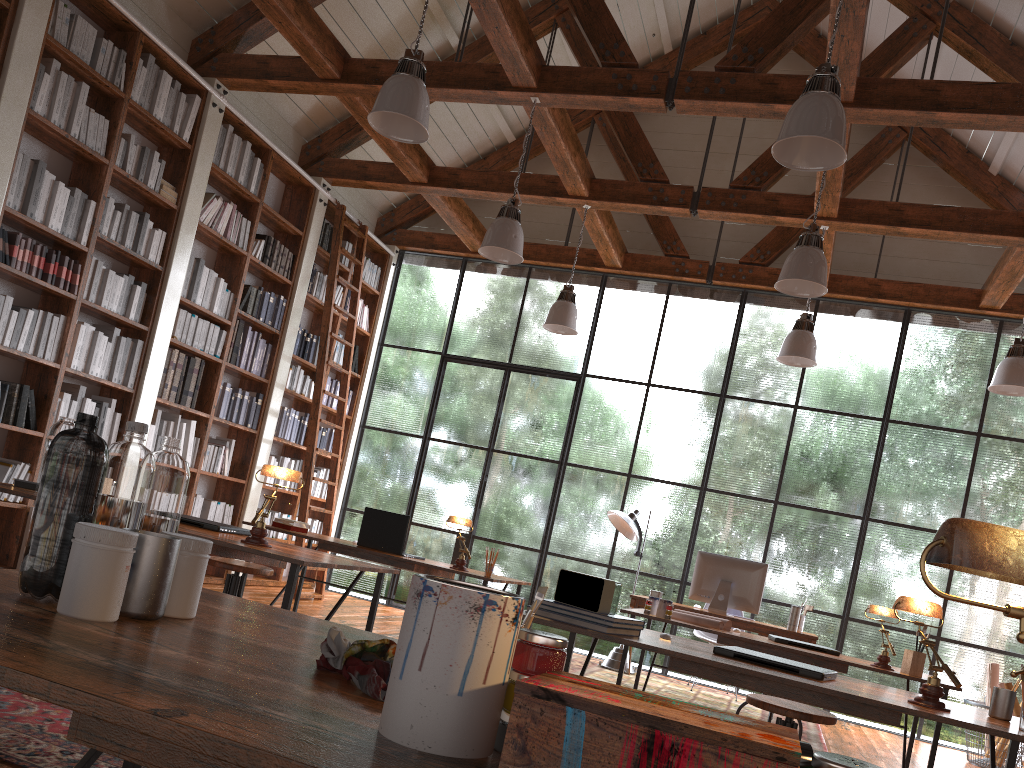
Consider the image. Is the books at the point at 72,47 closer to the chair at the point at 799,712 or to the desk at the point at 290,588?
the desk at the point at 290,588

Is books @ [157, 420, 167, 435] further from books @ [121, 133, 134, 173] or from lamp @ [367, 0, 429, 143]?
lamp @ [367, 0, 429, 143]

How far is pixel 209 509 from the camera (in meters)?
6.98

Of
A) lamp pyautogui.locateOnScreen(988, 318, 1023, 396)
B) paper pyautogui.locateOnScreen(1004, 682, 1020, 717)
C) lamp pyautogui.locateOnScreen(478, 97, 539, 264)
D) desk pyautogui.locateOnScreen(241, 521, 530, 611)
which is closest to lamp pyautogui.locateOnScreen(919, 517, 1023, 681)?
desk pyautogui.locateOnScreen(241, 521, 530, 611)

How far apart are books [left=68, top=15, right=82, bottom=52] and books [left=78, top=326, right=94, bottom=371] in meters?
1.7

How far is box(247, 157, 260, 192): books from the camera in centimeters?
704cm

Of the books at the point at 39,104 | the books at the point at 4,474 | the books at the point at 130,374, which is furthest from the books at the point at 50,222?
the books at the point at 4,474

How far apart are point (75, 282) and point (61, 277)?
0.11m

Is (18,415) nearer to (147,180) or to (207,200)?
(147,180)

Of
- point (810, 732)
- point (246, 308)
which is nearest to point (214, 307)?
point (246, 308)
